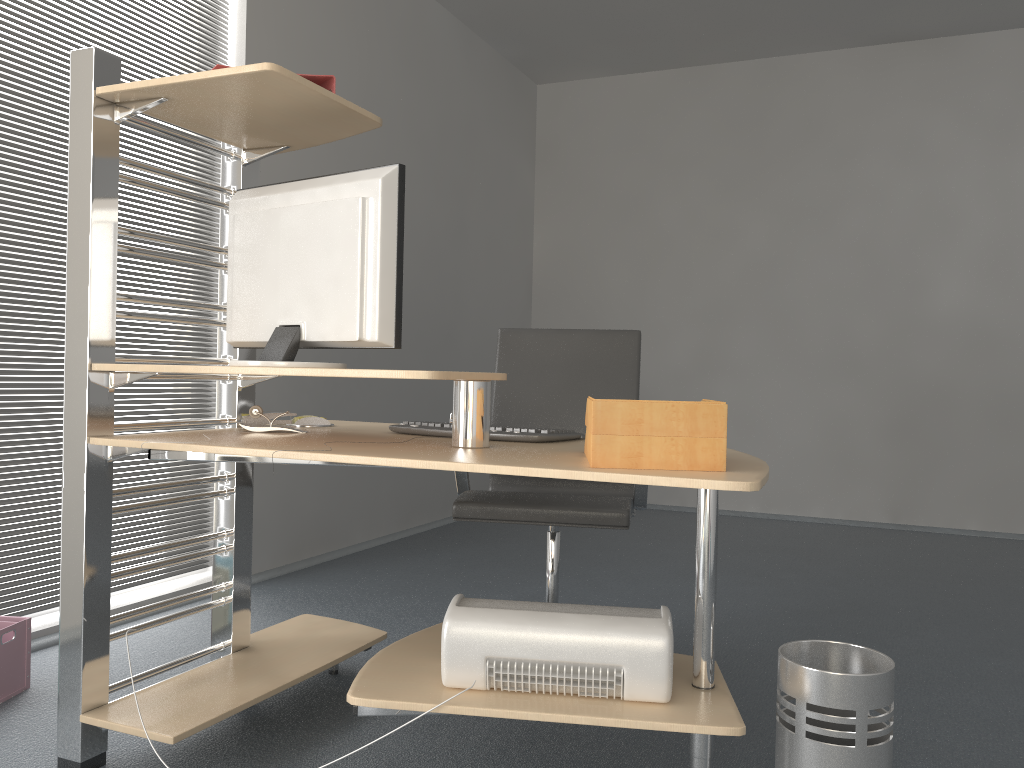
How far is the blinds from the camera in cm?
274

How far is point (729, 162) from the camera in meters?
5.9

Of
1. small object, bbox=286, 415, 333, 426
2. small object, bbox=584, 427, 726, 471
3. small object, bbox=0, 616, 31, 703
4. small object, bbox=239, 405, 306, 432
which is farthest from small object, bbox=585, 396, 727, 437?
small object, bbox=0, 616, 31, 703

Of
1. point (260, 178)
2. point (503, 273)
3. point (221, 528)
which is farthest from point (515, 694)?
point (503, 273)

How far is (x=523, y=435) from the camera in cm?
201

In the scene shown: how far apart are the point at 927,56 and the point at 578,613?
5.04m

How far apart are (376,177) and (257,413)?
0.7m

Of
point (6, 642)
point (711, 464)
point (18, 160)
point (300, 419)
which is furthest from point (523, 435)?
point (18, 160)

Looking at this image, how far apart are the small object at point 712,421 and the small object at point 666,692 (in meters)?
0.37

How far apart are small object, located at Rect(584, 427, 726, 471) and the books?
1.0 meters
